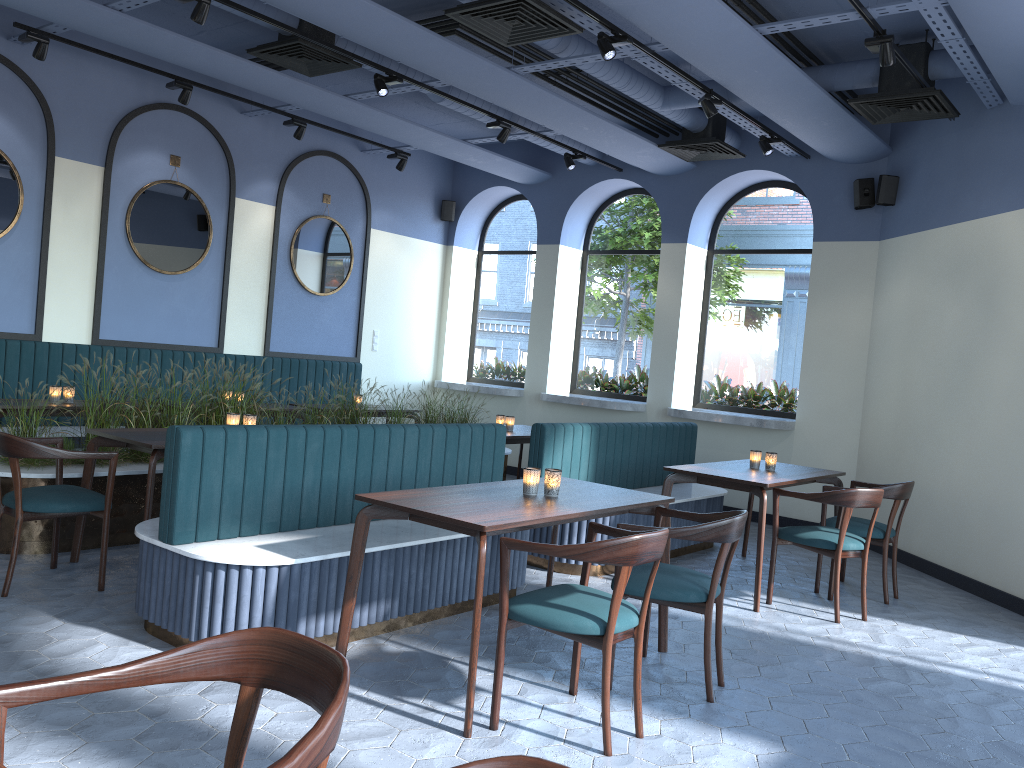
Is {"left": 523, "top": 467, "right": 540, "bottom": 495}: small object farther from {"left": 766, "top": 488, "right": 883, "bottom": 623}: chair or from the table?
{"left": 766, "top": 488, "right": 883, "bottom": 623}: chair

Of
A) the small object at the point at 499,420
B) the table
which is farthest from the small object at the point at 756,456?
the small object at the point at 499,420

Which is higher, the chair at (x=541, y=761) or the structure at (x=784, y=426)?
the structure at (x=784, y=426)

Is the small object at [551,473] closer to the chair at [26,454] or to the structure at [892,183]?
the chair at [26,454]

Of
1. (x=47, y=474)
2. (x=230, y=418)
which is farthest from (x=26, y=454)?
(x=230, y=418)

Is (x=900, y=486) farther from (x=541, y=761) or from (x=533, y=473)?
(x=541, y=761)

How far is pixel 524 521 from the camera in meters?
3.3

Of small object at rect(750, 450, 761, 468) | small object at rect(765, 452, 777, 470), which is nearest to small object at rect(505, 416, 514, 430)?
small object at rect(750, 450, 761, 468)

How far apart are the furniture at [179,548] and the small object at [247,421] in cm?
118

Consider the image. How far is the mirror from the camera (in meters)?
7.82
